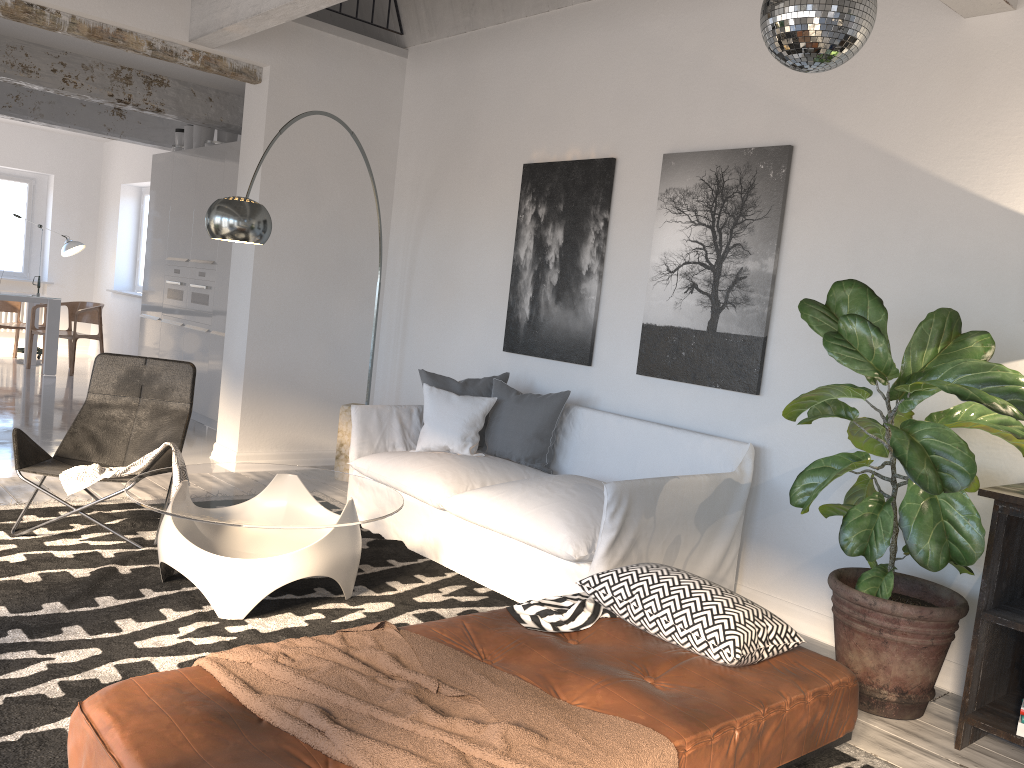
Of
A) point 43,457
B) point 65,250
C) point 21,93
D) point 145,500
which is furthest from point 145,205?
point 145,500

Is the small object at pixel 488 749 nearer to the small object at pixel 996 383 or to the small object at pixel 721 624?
the small object at pixel 721 624

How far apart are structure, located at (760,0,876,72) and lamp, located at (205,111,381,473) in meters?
2.6

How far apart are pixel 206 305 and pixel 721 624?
6.1m

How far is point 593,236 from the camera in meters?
5.0

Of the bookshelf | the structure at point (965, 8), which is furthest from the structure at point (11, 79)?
the bookshelf

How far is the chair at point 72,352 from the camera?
9.9m

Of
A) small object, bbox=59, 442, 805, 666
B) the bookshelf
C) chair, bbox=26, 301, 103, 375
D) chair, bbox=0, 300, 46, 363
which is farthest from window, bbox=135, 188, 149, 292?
the bookshelf

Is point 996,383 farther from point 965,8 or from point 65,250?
point 65,250

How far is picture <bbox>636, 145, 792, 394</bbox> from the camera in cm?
418
